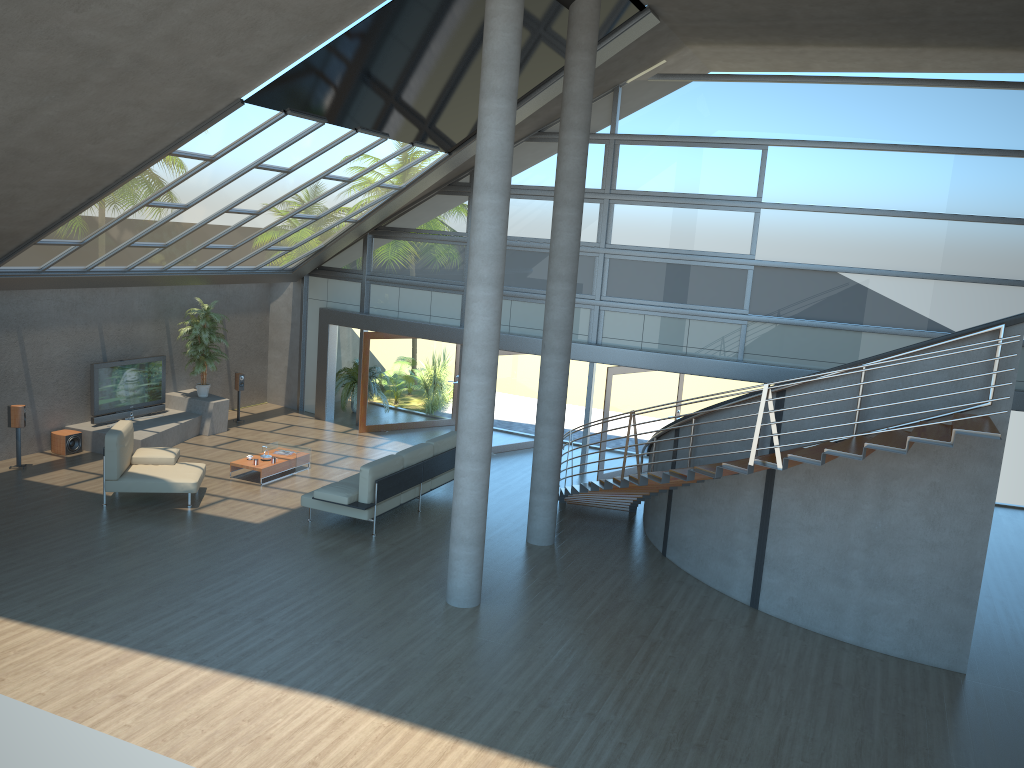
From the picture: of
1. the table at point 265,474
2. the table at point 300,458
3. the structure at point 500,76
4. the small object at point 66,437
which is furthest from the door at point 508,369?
the small object at point 66,437

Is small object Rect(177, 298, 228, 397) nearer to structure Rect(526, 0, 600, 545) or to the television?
the television

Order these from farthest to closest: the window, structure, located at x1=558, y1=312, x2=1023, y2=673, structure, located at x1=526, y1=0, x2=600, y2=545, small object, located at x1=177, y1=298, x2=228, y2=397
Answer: small object, located at x1=177, y1=298, x2=228, y2=397 → the window → structure, located at x1=526, y1=0, x2=600, y2=545 → structure, located at x1=558, y1=312, x2=1023, y2=673

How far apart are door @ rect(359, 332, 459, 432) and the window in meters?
0.5

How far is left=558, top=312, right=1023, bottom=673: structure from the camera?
8.41m

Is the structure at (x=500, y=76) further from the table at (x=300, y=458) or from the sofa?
the table at (x=300, y=458)

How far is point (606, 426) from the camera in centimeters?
1485cm

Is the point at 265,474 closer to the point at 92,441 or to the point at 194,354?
the point at 92,441

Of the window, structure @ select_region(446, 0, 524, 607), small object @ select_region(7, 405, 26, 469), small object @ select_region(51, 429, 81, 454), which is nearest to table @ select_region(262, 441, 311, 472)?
small object @ select_region(51, 429, 81, 454)

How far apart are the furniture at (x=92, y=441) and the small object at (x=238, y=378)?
0.7m
